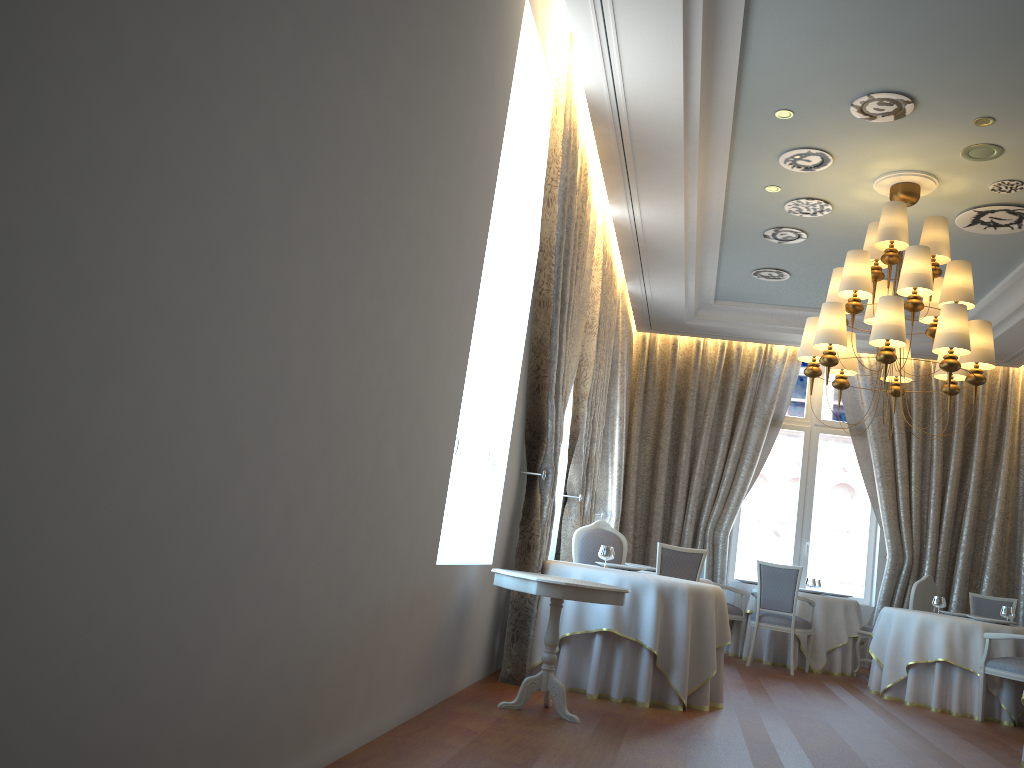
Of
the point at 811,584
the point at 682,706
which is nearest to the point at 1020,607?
the point at 811,584

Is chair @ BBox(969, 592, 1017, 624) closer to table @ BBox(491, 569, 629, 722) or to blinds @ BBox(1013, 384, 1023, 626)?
blinds @ BBox(1013, 384, 1023, 626)

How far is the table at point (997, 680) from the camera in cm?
782

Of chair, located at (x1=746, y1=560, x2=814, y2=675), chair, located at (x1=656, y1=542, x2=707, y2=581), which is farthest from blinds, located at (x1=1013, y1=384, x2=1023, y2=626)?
chair, located at (x1=656, y1=542, x2=707, y2=581)

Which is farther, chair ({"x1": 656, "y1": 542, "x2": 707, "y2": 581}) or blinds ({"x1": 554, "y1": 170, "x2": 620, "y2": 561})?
blinds ({"x1": 554, "y1": 170, "x2": 620, "y2": 561})

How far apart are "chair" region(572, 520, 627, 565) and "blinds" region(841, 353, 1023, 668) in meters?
5.0 m

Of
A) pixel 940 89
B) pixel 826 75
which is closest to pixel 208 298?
pixel 826 75

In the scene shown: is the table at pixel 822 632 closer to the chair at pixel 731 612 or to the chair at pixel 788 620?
the chair at pixel 731 612

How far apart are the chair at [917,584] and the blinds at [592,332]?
3.6m

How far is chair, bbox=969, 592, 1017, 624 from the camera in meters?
9.8
